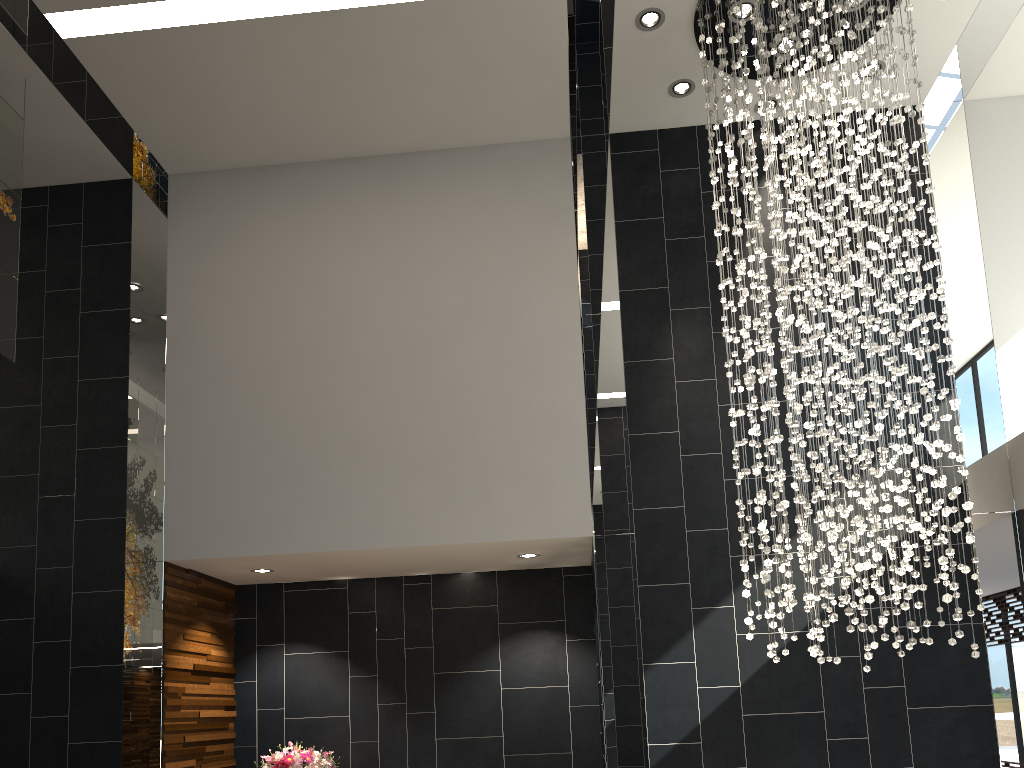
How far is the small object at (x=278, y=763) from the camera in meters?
6.3

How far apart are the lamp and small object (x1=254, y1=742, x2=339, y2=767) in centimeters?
330cm

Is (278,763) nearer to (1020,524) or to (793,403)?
(793,403)

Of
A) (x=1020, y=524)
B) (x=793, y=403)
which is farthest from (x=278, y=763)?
(x=1020, y=524)

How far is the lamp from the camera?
4.7m

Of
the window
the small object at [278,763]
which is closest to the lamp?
the window

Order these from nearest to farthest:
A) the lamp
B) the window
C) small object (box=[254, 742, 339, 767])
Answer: the lamp, the window, small object (box=[254, 742, 339, 767])

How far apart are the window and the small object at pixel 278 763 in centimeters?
518cm

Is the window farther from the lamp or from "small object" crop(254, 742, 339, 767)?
"small object" crop(254, 742, 339, 767)

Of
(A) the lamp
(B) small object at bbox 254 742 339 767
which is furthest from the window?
(B) small object at bbox 254 742 339 767
